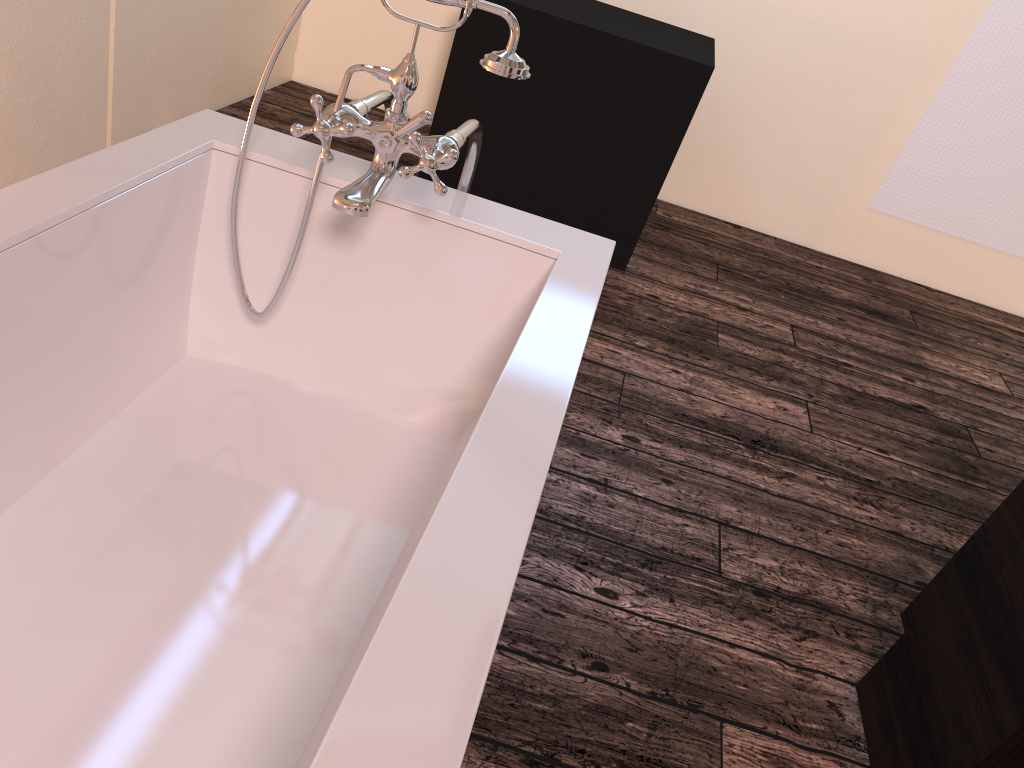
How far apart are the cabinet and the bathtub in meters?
0.8

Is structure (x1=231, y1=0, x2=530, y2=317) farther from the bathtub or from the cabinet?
the cabinet

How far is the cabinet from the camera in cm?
133

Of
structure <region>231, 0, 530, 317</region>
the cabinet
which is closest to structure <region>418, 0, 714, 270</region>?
structure <region>231, 0, 530, 317</region>

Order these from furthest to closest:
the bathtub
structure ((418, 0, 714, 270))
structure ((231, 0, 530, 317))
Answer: structure ((418, 0, 714, 270)), structure ((231, 0, 530, 317)), the bathtub

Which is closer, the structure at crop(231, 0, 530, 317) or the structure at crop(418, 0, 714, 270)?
the structure at crop(231, 0, 530, 317)

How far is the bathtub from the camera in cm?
87

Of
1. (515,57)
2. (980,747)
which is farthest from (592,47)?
(980,747)

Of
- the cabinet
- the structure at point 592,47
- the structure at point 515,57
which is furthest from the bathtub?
the structure at point 592,47

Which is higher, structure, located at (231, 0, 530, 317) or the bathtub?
structure, located at (231, 0, 530, 317)
